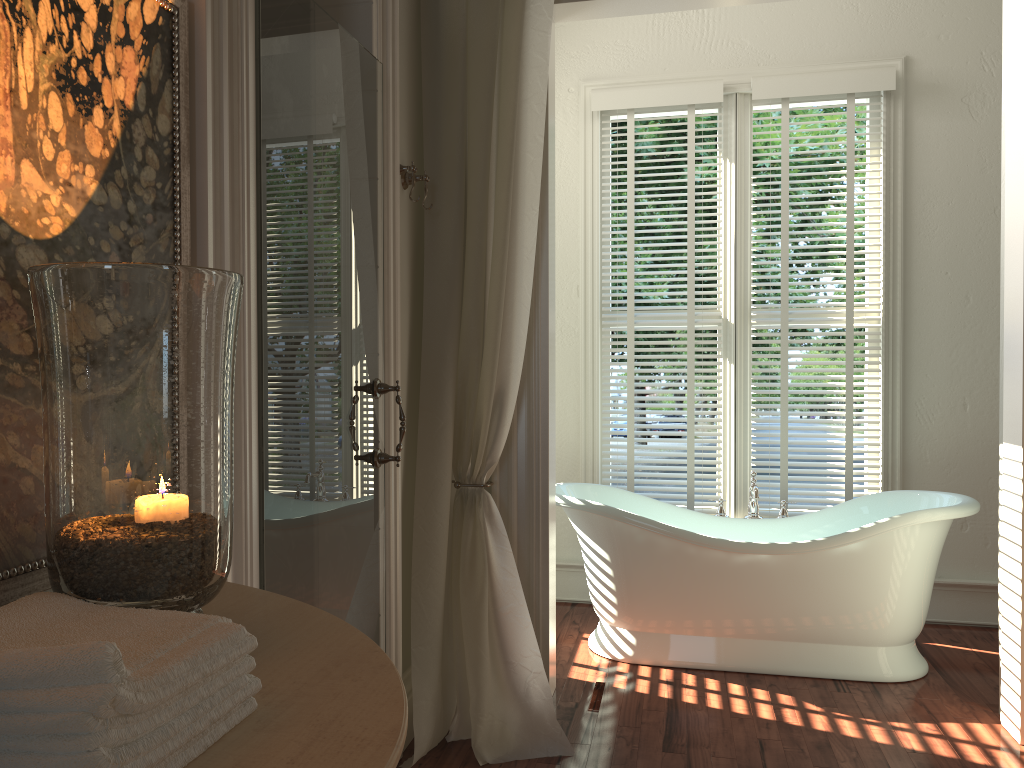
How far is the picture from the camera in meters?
1.1 m

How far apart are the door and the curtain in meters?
0.3 m

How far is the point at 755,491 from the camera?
3.7 meters

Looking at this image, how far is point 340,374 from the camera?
2.1m

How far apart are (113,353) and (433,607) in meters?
1.8

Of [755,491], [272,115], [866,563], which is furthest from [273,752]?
[755,491]

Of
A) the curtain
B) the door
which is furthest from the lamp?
the curtain

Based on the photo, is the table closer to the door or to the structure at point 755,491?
the door

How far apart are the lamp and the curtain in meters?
1.6 m

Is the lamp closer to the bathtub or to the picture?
the picture
